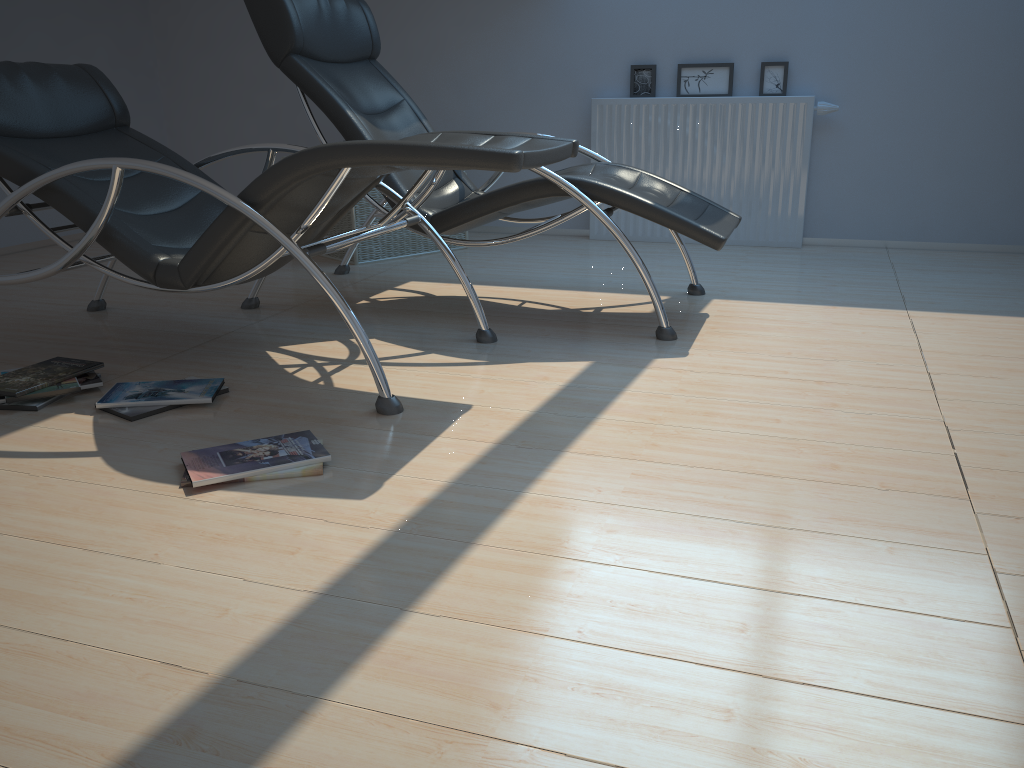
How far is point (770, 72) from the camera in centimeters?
474cm

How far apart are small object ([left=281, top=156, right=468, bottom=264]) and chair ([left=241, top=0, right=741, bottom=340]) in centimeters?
24cm

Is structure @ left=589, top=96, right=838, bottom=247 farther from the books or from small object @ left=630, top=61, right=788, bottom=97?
the books

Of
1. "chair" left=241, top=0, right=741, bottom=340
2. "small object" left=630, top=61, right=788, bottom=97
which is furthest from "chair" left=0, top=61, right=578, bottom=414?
"small object" left=630, top=61, right=788, bottom=97

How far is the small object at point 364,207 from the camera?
4.5m

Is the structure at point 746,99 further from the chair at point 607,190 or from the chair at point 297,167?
the chair at point 297,167

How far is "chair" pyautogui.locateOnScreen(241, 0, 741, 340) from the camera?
3.1m

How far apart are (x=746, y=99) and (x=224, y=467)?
3.7 meters

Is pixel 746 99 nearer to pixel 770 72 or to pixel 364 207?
pixel 770 72

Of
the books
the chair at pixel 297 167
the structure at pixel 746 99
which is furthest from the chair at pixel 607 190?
the structure at pixel 746 99
